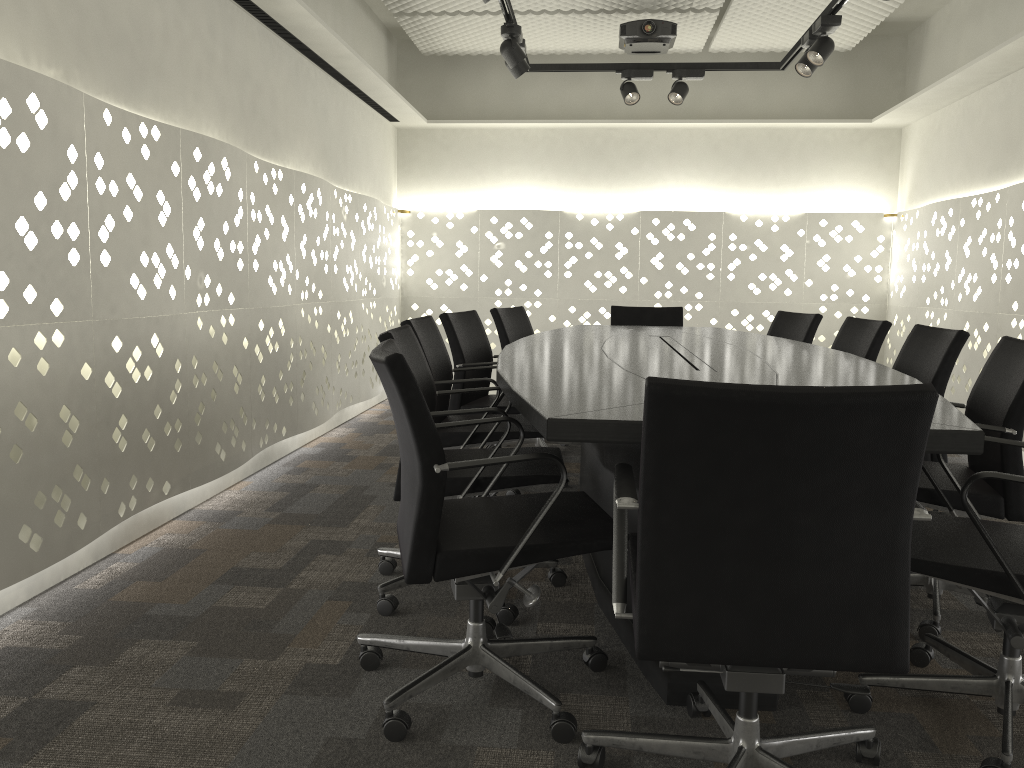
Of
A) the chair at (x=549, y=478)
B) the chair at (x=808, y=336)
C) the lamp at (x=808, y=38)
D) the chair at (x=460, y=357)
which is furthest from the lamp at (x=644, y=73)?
the chair at (x=549, y=478)

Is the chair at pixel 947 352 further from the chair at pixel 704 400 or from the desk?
the chair at pixel 704 400

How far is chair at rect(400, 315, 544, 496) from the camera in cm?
301

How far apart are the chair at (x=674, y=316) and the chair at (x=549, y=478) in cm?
253

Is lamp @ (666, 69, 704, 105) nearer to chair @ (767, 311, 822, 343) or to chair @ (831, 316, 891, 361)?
chair @ (767, 311, 822, 343)

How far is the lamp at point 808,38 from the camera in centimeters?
411cm

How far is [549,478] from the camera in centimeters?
233cm

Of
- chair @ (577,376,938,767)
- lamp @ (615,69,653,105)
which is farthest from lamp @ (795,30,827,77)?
chair @ (577,376,938,767)

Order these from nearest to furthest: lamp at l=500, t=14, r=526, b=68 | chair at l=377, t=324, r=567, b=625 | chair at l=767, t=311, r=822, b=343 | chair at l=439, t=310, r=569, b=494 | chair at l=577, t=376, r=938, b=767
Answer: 1. chair at l=577, t=376, r=938, b=767
2. chair at l=377, t=324, r=567, b=625
3. chair at l=439, t=310, r=569, b=494
4. lamp at l=500, t=14, r=526, b=68
5. chair at l=767, t=311, r=822, b=343

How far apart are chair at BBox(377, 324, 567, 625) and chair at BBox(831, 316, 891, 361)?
1.6 meters
